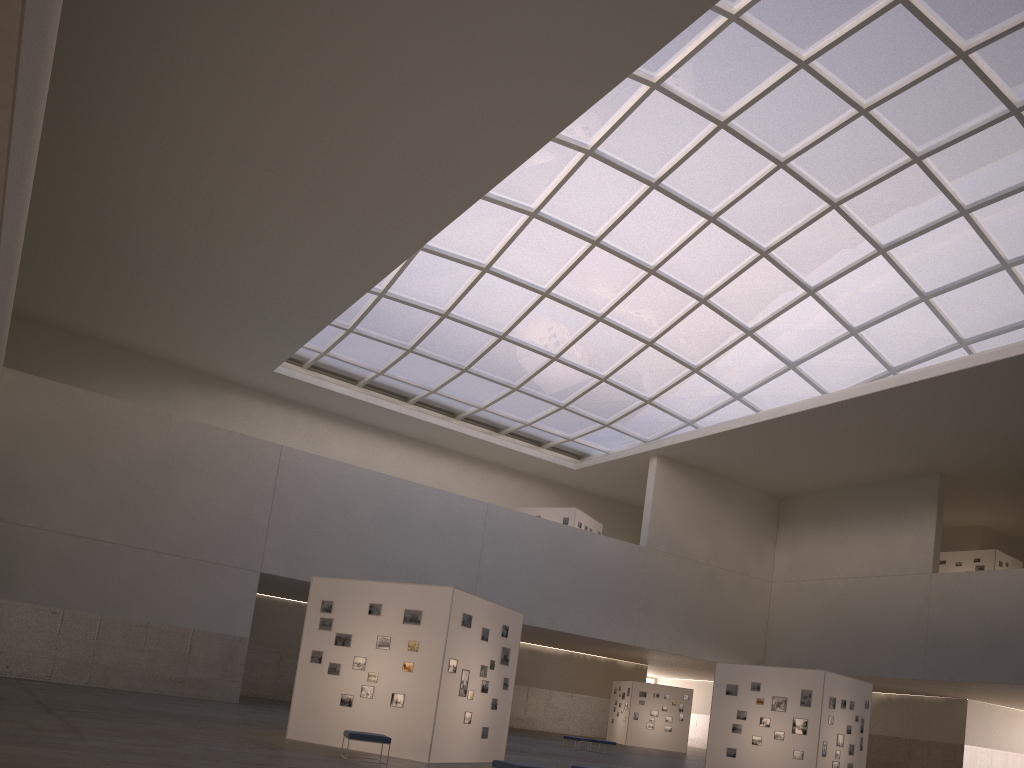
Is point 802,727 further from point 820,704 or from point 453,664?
point 453,664

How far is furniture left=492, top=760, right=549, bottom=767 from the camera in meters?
15.8 m

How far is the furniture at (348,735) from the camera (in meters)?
18.85

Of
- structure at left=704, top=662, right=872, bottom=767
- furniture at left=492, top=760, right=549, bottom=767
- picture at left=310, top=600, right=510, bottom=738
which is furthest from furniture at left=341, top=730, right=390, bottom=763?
structure at left=704, top=662, right=872, bottom=767

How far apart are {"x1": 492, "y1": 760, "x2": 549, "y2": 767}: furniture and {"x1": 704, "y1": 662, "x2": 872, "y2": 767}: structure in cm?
1824

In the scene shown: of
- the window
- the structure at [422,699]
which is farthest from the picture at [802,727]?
the window

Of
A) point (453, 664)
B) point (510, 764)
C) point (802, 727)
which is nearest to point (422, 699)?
point (453, 664)

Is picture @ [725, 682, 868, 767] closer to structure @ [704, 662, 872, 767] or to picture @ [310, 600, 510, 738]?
structure @ [704, 662, 872, 767]

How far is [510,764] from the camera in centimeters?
1583cm

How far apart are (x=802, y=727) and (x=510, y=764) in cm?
1862
